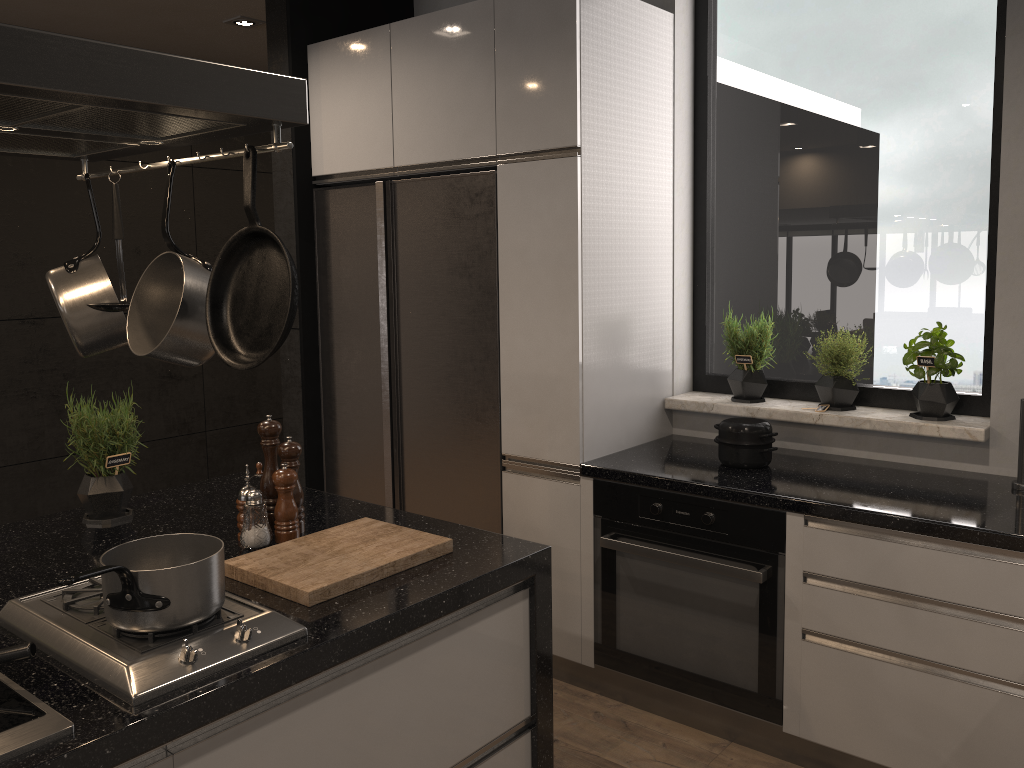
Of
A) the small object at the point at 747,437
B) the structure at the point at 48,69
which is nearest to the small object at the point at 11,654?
the structure at the point at 48,69

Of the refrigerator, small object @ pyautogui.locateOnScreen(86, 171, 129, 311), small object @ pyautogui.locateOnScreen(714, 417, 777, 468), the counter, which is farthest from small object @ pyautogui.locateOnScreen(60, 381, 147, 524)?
small object @ pyautogui.locateOnScreen(714, 417, 777, 468)

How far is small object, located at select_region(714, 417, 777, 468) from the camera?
2.8m

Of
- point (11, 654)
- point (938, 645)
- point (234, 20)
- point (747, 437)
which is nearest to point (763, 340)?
point (747, 437)

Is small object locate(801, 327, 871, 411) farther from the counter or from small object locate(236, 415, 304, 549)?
small object locate(236, 415, 304, 549)

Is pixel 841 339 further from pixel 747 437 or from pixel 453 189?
pixel 453 189

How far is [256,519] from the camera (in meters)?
2.02

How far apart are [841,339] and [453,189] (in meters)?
1.44

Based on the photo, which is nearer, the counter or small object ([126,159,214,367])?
small object ([126,159,214,367])

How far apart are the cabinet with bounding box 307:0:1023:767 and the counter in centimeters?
2cm
